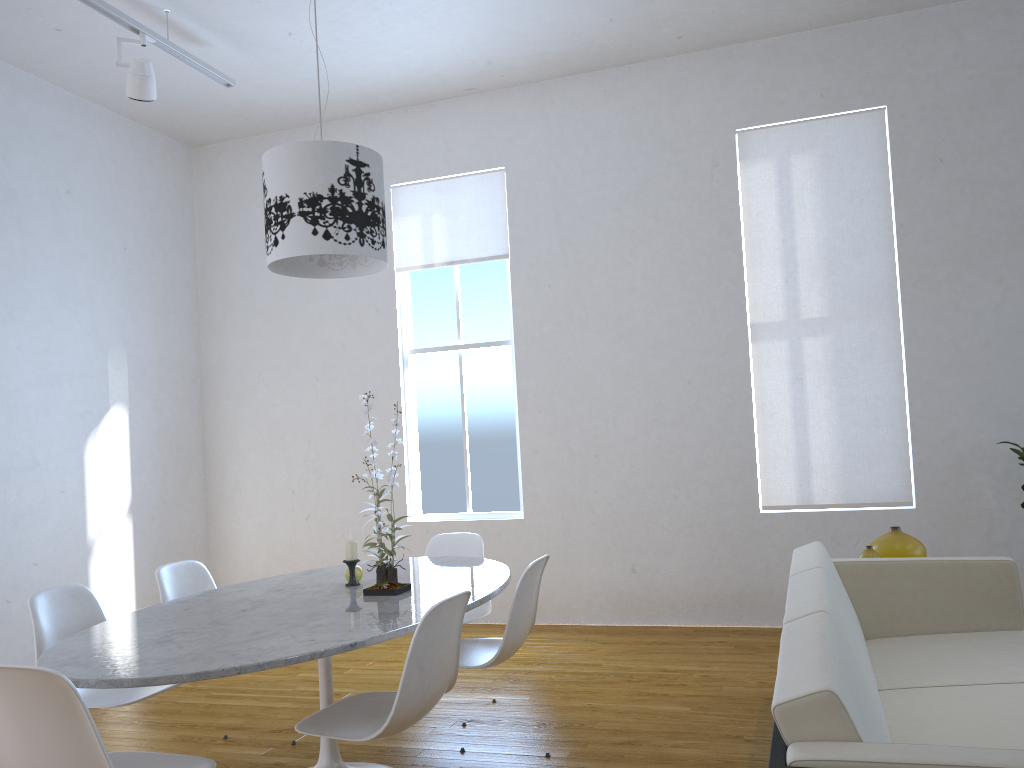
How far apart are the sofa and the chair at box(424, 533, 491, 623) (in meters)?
1.26

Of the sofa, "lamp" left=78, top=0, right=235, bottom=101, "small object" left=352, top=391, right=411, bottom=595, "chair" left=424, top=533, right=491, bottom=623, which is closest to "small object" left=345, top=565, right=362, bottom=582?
"small object" left=352, top=391, right=411, bottom=595

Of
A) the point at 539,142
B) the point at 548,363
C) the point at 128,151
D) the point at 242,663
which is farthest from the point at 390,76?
the point at 242,663

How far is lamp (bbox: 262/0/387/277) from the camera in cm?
280

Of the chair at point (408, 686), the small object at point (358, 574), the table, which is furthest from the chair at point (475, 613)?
the chair at point (408, 686)

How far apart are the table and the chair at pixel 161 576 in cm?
28

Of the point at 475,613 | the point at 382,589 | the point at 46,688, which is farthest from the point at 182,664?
the point at 475,613

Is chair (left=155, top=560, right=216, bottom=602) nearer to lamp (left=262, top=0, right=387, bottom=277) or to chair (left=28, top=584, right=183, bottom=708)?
chair (left=28, top=584, right=183, bottom=708)

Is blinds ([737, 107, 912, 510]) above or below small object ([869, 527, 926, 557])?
above

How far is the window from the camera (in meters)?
5.49
